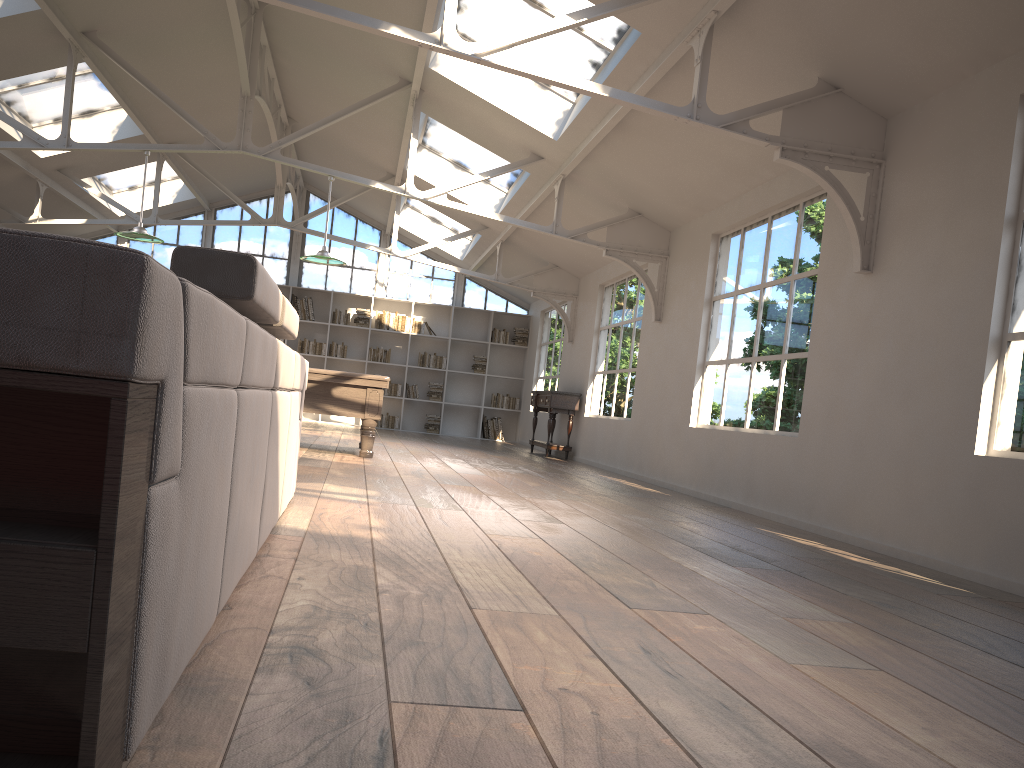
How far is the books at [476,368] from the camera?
15.98m

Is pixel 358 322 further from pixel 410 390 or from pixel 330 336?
pixel 410 390

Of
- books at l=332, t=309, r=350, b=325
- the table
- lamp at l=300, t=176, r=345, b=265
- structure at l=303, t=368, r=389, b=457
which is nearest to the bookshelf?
books at l=332, t=309, r=350, b=325

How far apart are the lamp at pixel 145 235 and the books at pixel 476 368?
8.07m

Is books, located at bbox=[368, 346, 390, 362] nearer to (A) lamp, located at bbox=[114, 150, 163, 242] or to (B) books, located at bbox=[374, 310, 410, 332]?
(B) books, located at bbox=[374, 310, 410, 332]

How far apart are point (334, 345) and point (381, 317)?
1.0m

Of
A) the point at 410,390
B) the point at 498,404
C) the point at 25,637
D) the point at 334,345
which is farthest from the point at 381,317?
the point at 25,637

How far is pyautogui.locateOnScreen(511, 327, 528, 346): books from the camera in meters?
16.1

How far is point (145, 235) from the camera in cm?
815

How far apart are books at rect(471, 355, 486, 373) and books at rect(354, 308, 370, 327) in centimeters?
207cm
